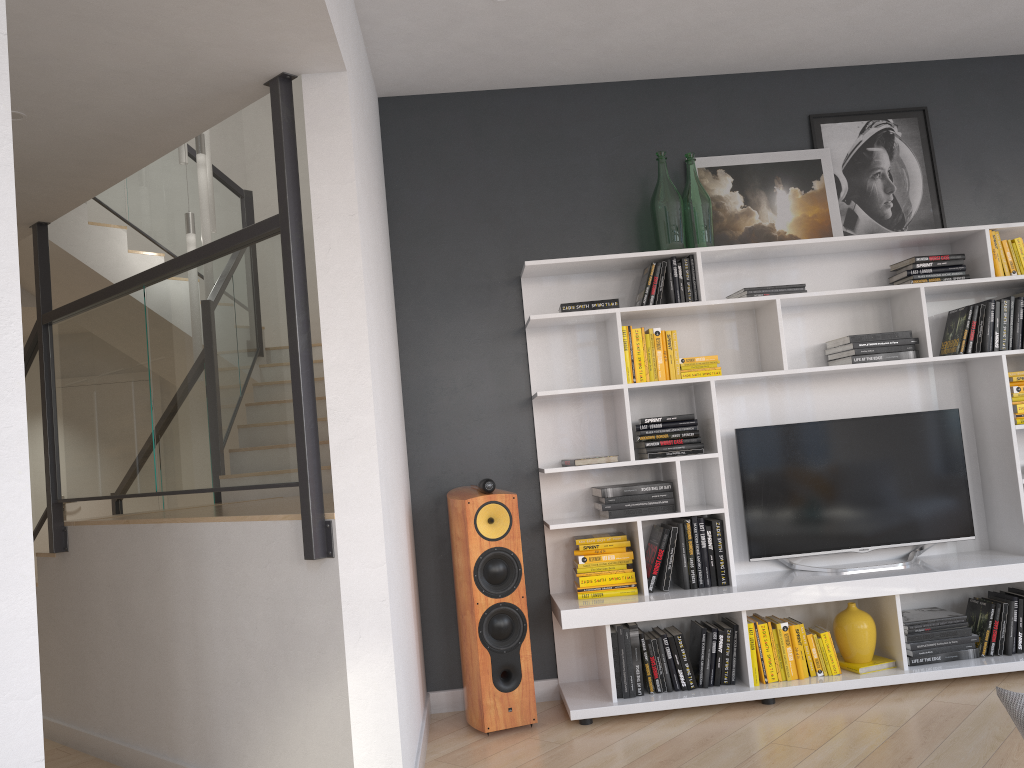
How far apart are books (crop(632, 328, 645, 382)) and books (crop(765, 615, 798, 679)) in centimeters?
125cm

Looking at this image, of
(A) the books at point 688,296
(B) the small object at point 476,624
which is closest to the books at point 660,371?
(A) the books at point 688,296

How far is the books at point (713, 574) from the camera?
4.0m

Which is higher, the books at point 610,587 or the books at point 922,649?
the books at point 610,587

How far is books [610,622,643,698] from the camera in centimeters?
387cm

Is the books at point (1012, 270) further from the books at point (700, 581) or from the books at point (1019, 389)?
the books at point (700, 581)

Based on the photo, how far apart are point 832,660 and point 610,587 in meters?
Result: 1.0 m

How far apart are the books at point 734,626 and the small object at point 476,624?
0.9 meters

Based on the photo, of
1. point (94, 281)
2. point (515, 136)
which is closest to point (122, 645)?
point (94, 281)

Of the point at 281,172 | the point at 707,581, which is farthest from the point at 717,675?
the point at 281,172
